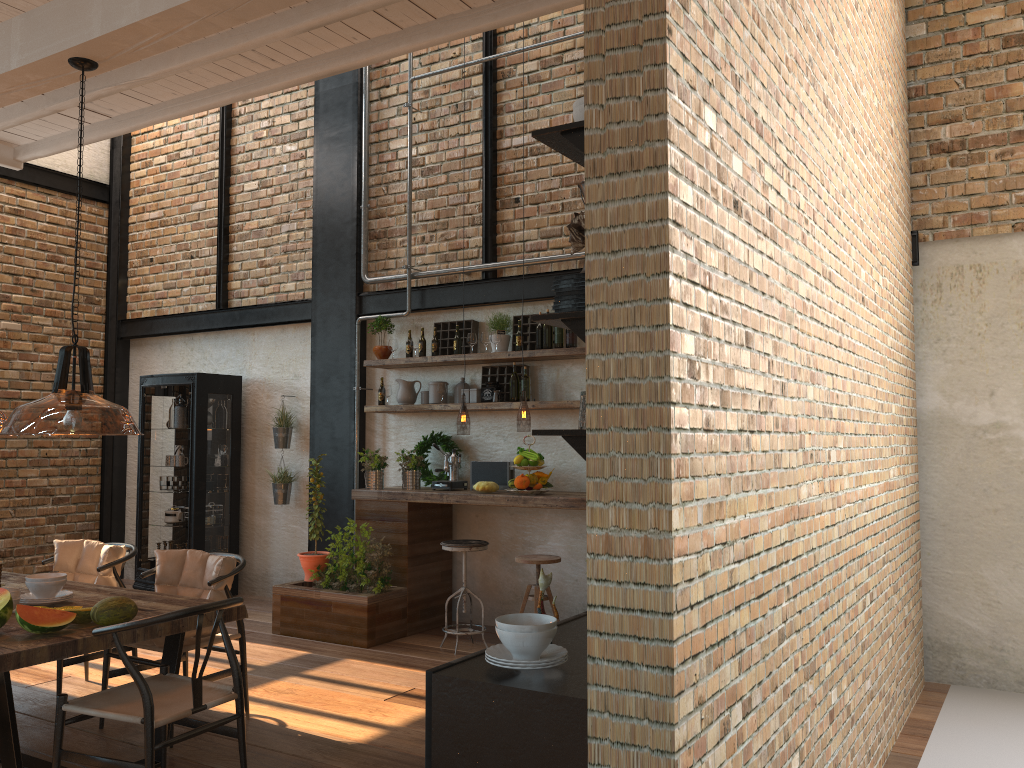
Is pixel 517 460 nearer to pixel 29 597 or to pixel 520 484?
pixel 520 484

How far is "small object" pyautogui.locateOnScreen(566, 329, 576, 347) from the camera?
6.6m

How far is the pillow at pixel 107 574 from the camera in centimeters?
513cm

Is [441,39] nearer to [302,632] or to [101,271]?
[302,632]

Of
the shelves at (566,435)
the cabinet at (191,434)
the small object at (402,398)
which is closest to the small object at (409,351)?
the small object at (402,398)

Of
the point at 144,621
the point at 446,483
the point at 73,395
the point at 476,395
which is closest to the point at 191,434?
the point at 446,483

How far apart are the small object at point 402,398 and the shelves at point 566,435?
5.0m

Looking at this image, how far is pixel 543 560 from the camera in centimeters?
593cm

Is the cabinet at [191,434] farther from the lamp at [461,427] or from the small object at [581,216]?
the small object at [581,216]

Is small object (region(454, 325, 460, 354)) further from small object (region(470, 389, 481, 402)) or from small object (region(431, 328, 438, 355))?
small object (region(470, 389, 481, 402))
